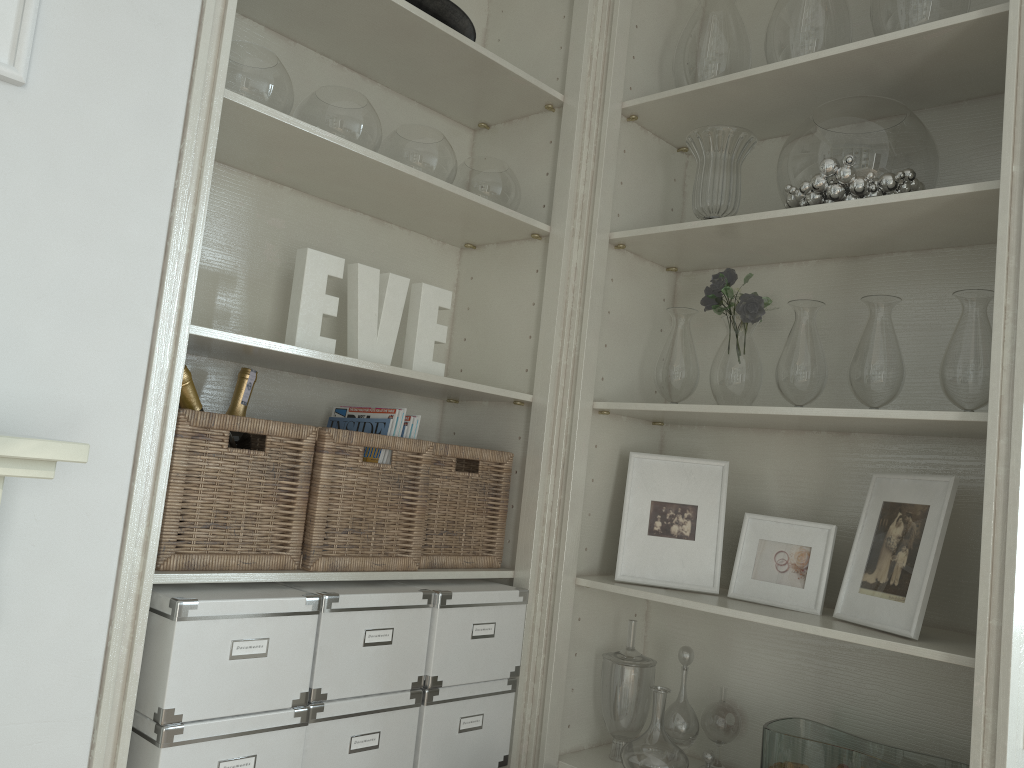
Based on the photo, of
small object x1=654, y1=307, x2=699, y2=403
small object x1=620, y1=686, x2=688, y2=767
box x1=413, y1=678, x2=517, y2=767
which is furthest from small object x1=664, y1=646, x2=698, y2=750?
small object x1=654, y1=307, x2=699, y2=403

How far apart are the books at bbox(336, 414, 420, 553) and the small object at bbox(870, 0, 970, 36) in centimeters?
126cm

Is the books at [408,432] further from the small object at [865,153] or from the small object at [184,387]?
the small object at [865,153]

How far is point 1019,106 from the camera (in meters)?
1.50

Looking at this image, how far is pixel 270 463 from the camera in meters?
1.6

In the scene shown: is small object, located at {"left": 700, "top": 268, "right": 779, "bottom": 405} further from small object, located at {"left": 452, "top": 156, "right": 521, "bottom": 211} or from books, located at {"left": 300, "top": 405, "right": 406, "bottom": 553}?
books, located at {"left": 300, "top": 405, "right": 406, "bottom": 553}

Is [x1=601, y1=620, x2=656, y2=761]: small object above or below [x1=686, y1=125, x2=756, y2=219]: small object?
below

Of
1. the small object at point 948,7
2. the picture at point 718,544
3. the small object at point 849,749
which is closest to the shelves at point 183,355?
the picture at point 718,544

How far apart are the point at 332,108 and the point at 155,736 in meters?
1.2 m

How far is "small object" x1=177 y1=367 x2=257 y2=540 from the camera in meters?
1.7 m
